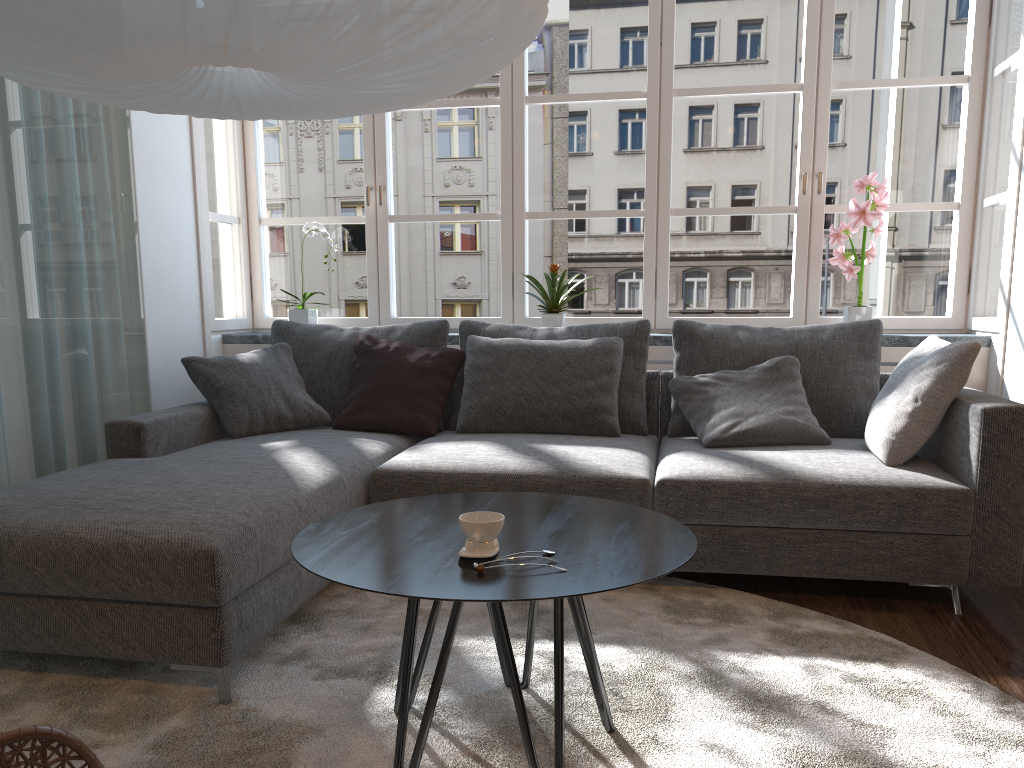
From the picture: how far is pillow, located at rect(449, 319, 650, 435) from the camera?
3.6 meters

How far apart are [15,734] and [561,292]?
3.3m

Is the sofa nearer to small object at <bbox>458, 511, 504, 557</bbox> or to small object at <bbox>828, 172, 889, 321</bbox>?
small object at <bbox>828, 172, 889, 321</bbox>

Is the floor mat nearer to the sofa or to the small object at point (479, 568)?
the sofa

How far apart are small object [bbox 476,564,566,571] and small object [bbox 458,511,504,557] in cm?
8

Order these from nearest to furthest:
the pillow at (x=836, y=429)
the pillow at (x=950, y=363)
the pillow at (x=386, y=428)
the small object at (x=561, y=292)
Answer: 1. the pillow at (x=950, y=363)
2. the pillow at (x=836, y=429)
3. the pillow at (x=386, y=428)
4. the small object at (x=561, y=292)

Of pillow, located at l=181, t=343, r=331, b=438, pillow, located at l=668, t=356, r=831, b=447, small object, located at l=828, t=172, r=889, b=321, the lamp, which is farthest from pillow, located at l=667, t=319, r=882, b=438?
the lamp

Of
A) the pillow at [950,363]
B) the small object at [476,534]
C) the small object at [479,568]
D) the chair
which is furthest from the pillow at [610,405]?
the chair

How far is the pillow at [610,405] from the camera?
3.5m

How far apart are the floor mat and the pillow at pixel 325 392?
1.0m
